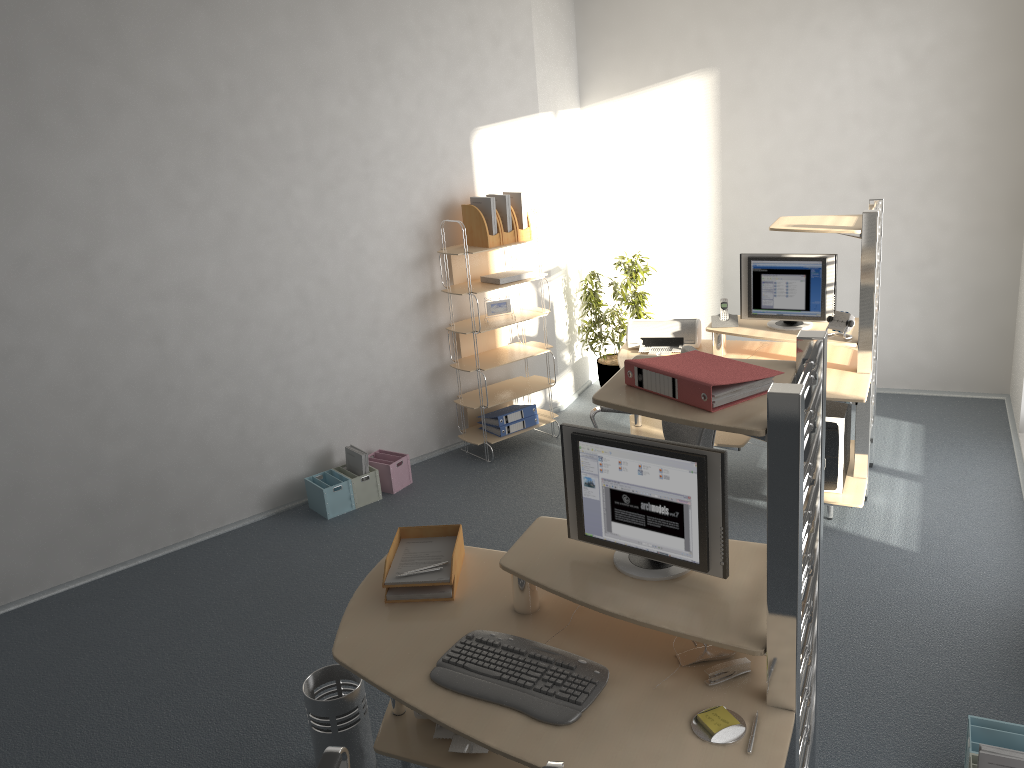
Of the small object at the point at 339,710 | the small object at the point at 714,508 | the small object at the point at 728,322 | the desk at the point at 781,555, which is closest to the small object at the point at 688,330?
the small object at the point at 728,322

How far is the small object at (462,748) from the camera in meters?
2.8 m

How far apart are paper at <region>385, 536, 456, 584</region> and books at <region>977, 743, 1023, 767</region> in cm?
166

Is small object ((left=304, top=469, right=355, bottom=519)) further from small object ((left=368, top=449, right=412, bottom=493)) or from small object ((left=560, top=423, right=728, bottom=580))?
small object ((left=560, top=423, right=728, bottom=580))

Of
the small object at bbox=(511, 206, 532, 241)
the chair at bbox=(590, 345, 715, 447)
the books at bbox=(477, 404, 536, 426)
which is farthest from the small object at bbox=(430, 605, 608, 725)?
the small object at bbox=(511, 206, 532, 241)

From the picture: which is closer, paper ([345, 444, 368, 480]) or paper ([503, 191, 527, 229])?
paper ([345, 444, 368, 480])

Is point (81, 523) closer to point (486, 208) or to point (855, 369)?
point (486, 208)

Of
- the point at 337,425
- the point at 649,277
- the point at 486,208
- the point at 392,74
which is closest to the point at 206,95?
the point at 392,74

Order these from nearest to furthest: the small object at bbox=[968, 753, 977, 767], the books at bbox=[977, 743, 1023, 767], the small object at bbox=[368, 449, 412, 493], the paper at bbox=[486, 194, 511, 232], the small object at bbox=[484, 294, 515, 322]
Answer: the books at bbox=[977, 743, 1023, 767], the small object at bbox=[968, 753, 977, 767], the small object at bbox=[368, 449, 412, 493], the paper at bbox=[486, 194, 511, 232], the small object at bbox=[484, 294, 515, 322]

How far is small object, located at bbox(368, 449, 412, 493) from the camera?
5.42m
